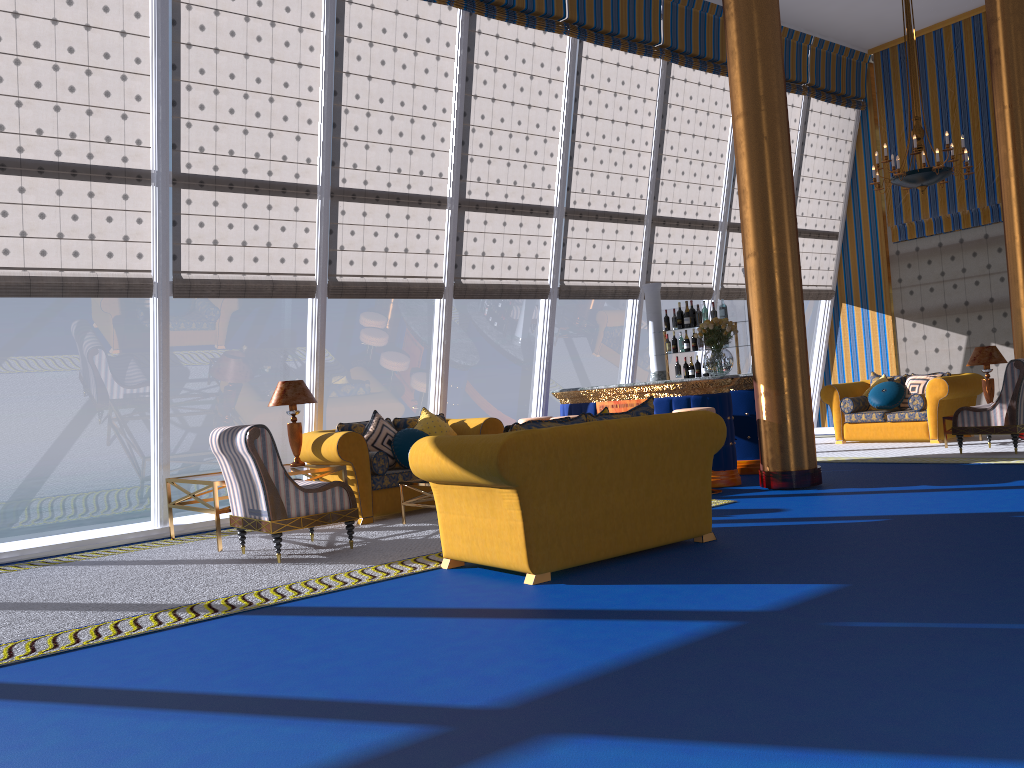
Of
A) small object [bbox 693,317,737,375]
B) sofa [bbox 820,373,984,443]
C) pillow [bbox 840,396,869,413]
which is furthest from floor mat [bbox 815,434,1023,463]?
small object [bbox 693,317,737,375]

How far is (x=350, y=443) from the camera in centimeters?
777cm

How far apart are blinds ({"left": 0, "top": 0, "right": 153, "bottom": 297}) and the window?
0.1 meters

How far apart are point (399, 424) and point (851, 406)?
6.44m

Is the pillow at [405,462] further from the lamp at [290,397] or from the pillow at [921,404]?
the pillow at [921,404]

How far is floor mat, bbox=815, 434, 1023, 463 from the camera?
9.1 meters

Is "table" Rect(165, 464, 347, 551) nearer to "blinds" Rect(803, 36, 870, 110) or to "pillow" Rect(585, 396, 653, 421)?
"pillow" Rect(585, 396, 653, 421)

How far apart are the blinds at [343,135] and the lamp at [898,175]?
4.93m

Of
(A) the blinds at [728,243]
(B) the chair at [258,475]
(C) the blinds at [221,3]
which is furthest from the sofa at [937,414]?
(B) the chair at [258,475]

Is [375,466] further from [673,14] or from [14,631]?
[673,14]
